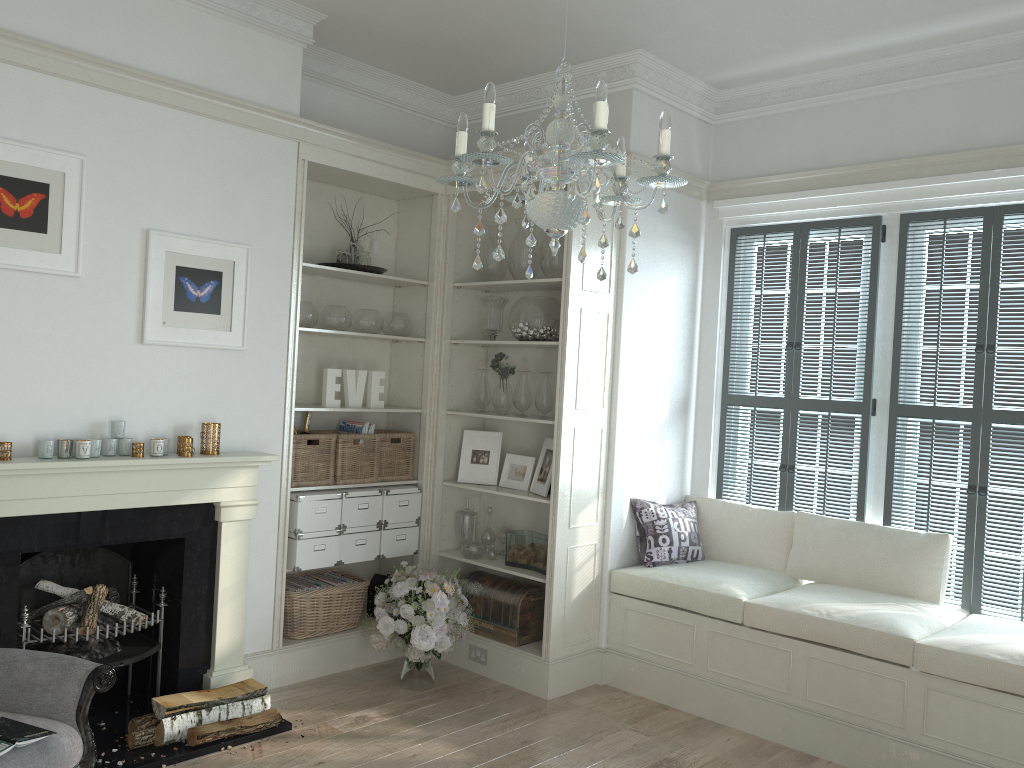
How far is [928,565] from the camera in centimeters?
423cm

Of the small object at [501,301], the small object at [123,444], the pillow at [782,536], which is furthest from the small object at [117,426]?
the pillow at [782,536]

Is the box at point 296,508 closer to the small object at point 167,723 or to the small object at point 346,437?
the small object at point 346,437

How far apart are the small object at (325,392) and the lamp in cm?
248

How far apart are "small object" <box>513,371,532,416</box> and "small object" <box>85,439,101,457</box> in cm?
215

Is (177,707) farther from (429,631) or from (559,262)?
(559,262)

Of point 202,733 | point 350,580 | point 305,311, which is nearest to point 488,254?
point 305,311

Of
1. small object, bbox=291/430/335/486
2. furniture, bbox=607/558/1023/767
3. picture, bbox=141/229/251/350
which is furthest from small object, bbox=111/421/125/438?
furniture, bbox=607/558/1023/767

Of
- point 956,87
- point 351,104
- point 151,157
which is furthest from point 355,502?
point 956,87

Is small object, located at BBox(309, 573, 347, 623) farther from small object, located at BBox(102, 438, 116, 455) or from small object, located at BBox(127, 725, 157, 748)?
small object, located at BBox(102, 438, 116, 455)
